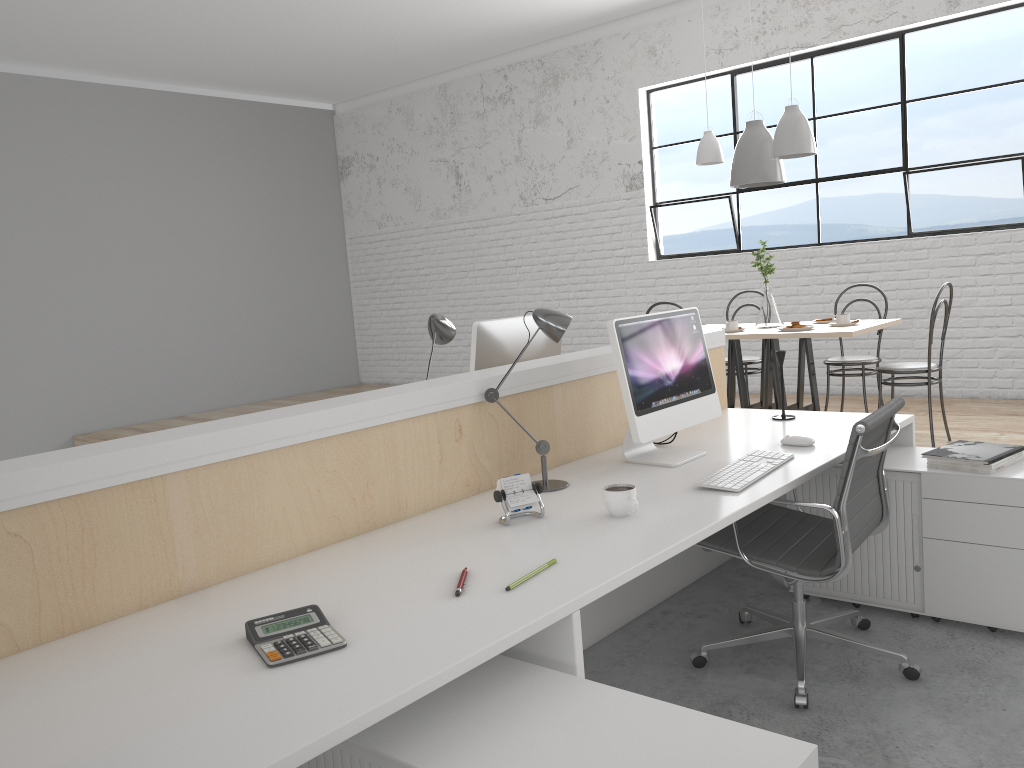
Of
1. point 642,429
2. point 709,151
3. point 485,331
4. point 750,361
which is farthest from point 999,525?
point 709,151

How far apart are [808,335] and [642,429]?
2.0 meters

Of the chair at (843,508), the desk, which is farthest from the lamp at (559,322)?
the chair at (843,508)

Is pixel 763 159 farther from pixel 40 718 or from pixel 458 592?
pixel 40 718

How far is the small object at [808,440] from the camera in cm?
224

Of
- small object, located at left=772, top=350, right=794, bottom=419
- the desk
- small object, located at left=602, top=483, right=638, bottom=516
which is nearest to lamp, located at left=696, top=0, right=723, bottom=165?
the desk

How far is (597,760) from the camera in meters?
1.0

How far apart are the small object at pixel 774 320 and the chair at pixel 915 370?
0.51m

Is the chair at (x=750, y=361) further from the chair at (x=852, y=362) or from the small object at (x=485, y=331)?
the small object at (x=485, y=331)

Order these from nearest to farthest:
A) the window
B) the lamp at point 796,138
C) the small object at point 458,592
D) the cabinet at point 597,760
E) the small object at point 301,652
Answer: the cabinet at point 597,760 < the small object at point 301,652 < the small object at point 458,592 < the lamp at point 796,138 < the window
